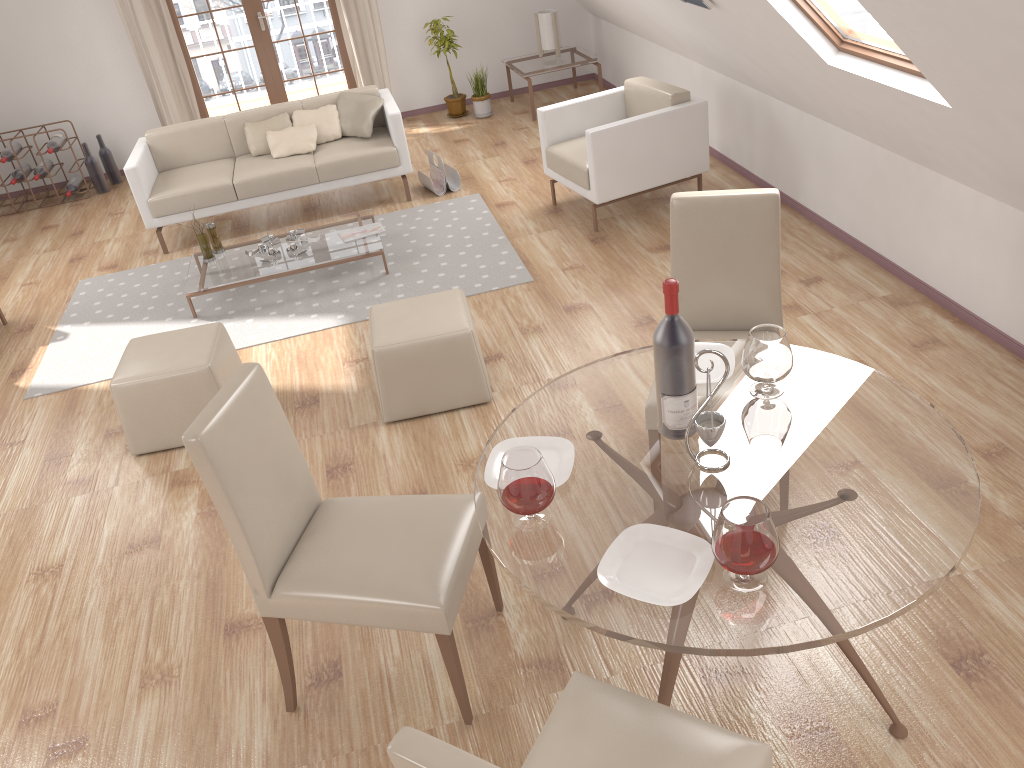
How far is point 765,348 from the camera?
2.3 meters

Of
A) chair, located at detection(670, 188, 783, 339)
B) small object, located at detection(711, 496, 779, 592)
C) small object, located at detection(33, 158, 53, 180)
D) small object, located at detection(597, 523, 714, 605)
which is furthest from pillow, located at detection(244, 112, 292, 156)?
small object, located at detection(711, 496, 779, 592)

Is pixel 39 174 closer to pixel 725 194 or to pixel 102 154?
pixel 102 154

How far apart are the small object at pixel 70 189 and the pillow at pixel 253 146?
A: 2.1m

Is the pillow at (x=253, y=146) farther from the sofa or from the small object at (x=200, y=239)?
the small object at (x=200, y=239)

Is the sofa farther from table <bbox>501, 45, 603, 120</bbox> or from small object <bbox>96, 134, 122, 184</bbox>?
small object <bbox>96, 134, 122, 184</bbox>

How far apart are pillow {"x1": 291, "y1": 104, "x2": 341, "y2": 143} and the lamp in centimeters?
237cm

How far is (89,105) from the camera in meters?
7.8

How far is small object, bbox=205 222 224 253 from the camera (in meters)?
5.45

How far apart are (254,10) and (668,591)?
7.38m
